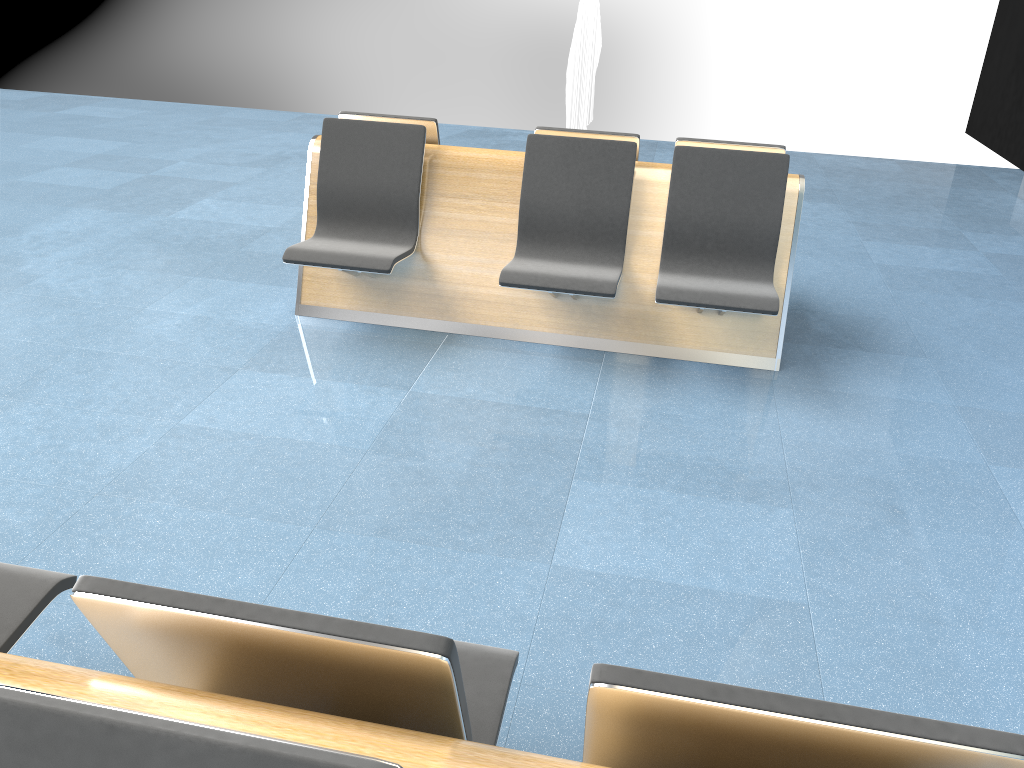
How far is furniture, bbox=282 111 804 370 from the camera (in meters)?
3.82

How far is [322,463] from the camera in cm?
308

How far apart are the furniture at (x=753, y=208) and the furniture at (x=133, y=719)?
2.14m

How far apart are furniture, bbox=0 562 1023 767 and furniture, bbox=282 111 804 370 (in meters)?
2.14

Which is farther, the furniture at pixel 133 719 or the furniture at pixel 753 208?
the furniture at pixel 753 208

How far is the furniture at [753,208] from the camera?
3.8 meters

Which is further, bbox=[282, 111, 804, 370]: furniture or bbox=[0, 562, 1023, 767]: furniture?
bbox=[282, 111, 804, 370]: furniture
